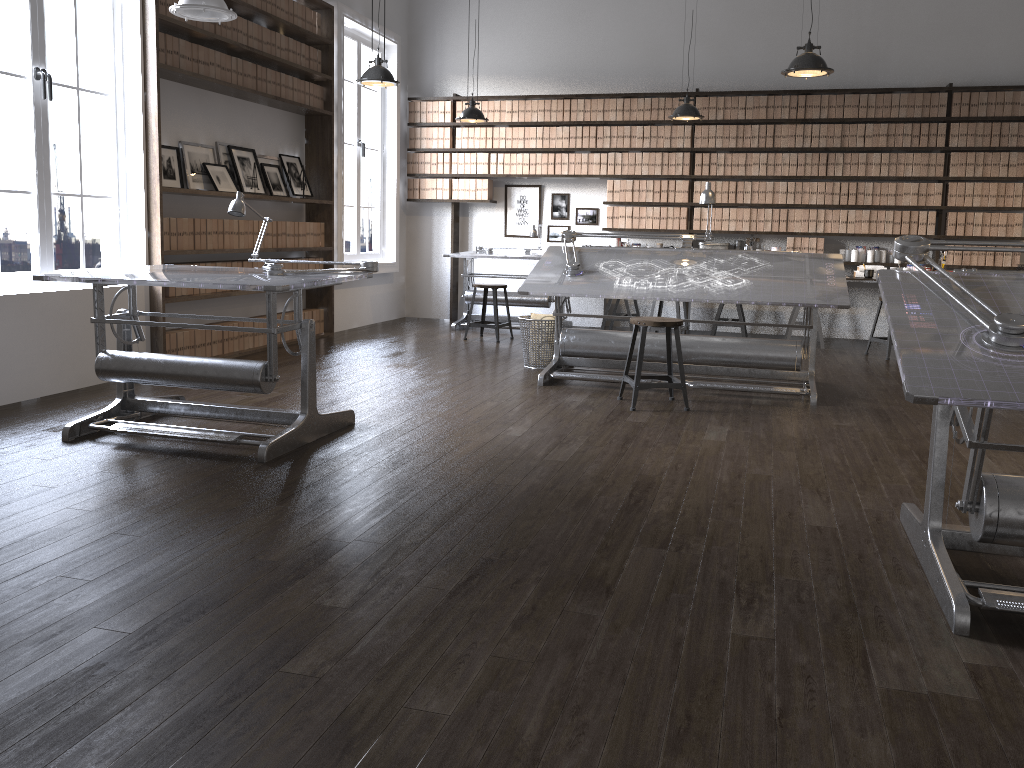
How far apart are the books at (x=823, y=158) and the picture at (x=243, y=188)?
5.2 meters

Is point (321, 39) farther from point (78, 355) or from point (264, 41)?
point (78, 355)

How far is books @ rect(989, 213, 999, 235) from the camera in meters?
8.2

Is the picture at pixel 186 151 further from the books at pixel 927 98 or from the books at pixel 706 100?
the books at pixel 927 98

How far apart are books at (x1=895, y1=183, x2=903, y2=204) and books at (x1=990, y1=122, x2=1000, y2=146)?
0.8 meters

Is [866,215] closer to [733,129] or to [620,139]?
[733,129]

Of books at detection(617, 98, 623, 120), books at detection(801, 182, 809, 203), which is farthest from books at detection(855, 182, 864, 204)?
books at detection(617, 98, 623, 120)

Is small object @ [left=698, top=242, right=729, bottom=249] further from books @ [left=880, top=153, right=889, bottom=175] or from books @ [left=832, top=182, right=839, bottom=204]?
books @ [left=880, top=153, right=889, bottom=175]

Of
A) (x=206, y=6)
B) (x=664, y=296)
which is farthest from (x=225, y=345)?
(x=664, y=296)

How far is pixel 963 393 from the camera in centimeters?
225cm
